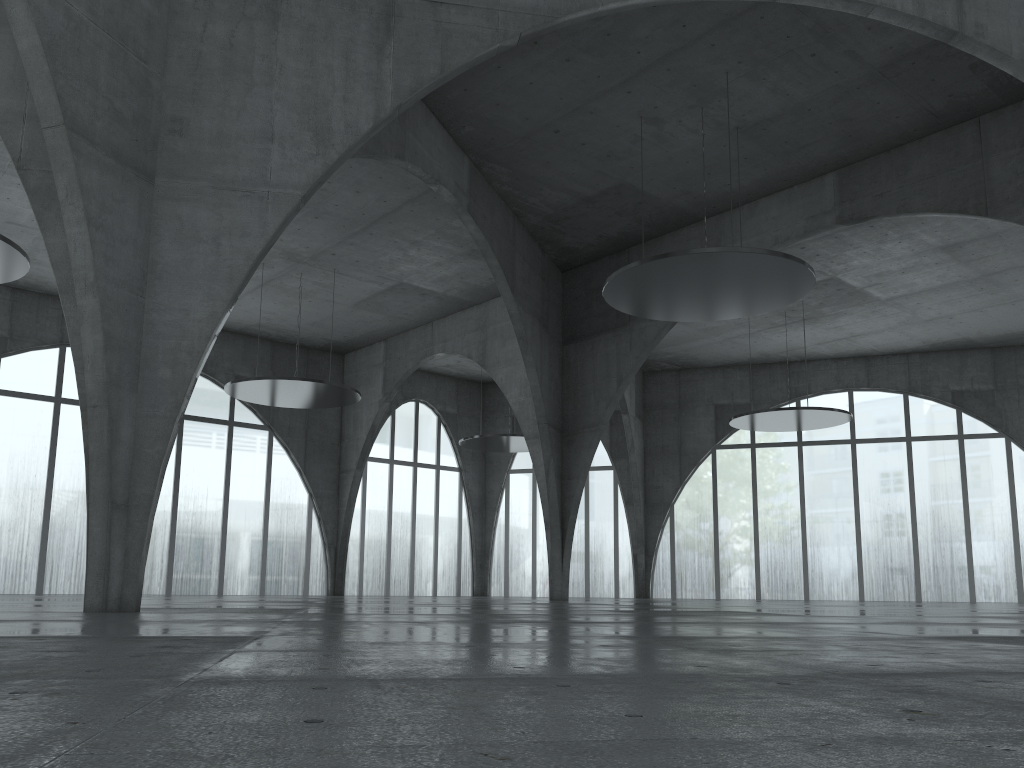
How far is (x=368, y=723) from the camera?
4.43m
